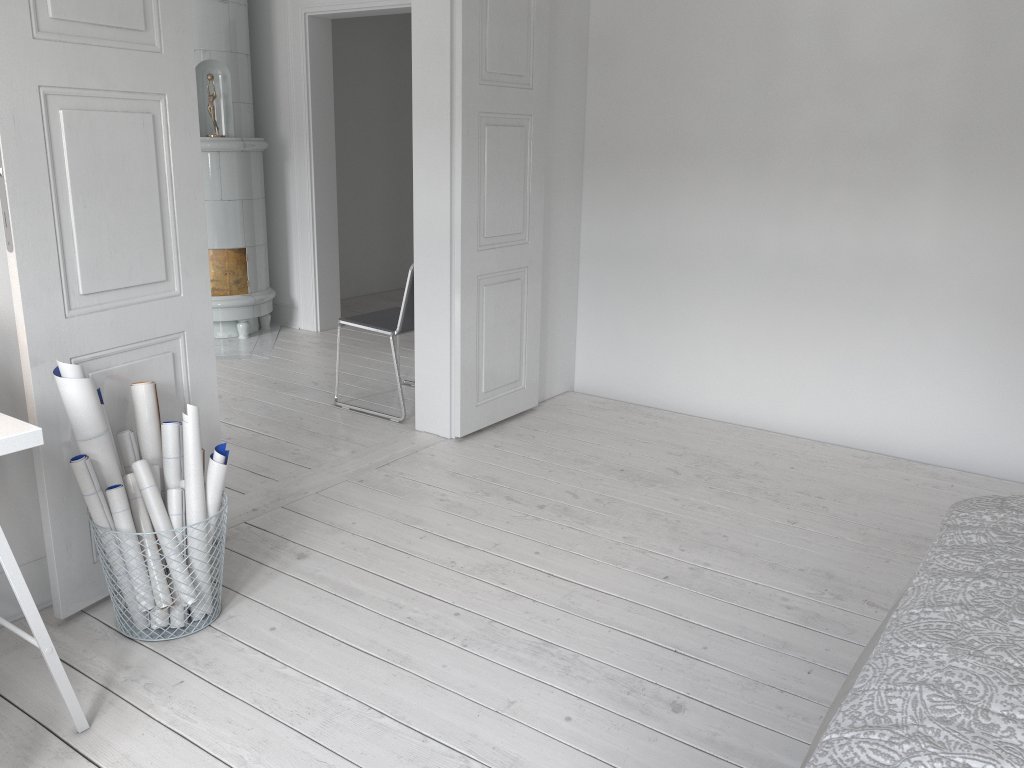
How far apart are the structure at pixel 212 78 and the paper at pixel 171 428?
3.5 meters

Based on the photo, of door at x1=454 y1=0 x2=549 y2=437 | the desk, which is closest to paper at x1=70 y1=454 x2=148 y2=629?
the desk

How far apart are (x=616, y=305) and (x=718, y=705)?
2.85m

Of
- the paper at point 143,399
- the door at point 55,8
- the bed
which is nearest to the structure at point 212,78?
the door at point 55,8

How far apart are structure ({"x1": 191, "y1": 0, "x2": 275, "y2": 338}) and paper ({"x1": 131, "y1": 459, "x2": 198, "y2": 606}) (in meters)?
3.60

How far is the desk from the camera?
1.8 meters

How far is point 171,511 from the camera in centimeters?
255cm

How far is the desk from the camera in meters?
1.8 m

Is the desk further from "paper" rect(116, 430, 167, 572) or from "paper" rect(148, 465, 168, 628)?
"paper" rect(116, 430, 167, 572)

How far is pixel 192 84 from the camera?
2.7m
